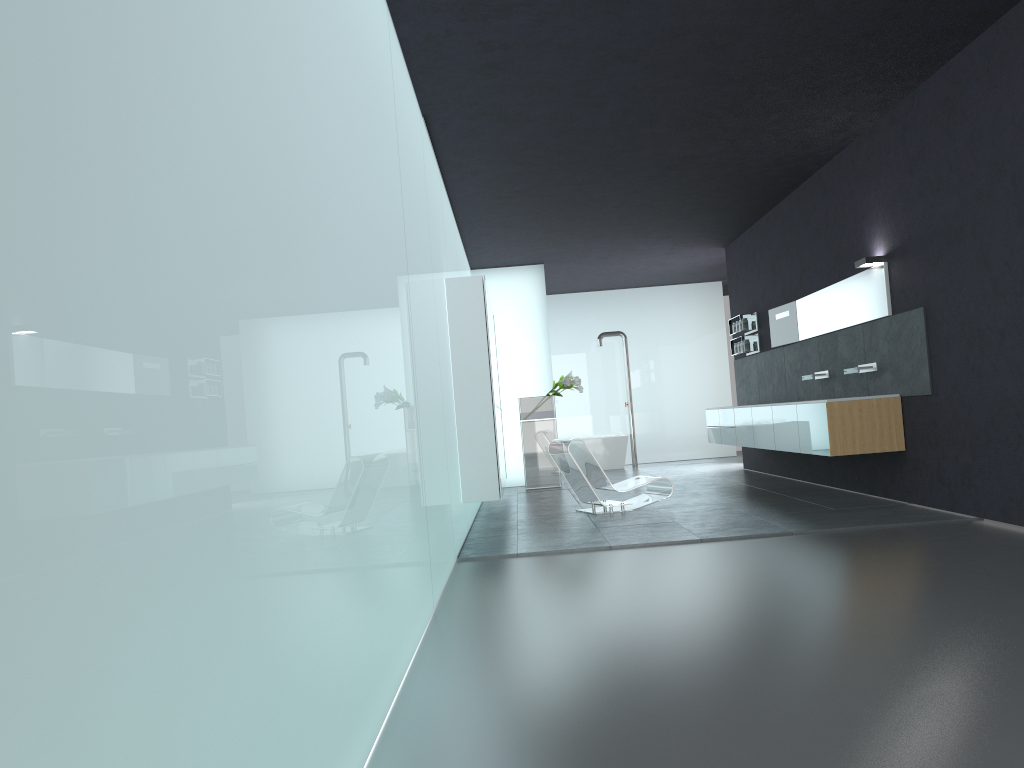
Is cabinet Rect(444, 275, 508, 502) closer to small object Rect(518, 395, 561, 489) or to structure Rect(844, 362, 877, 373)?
small object Rect(518, 395, 561, 489)

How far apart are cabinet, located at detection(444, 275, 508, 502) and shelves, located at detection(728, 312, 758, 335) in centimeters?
408cm

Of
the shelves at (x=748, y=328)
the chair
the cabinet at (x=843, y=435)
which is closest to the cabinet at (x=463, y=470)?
the chair

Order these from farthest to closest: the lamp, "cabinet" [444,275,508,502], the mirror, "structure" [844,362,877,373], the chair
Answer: the chair < "structure" [844,362,877,373] < the mirror < the lamp < "cabinet" [444,275,508,502]

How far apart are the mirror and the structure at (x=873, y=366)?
0.50m

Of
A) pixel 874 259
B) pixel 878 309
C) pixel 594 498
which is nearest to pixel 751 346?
pixel 878 309

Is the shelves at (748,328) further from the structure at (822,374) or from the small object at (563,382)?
the structure at (822,374)

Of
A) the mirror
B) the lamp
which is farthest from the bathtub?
the lamp

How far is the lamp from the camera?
8.8m

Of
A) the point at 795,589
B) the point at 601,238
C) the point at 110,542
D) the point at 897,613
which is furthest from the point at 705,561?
the point at 601,238
